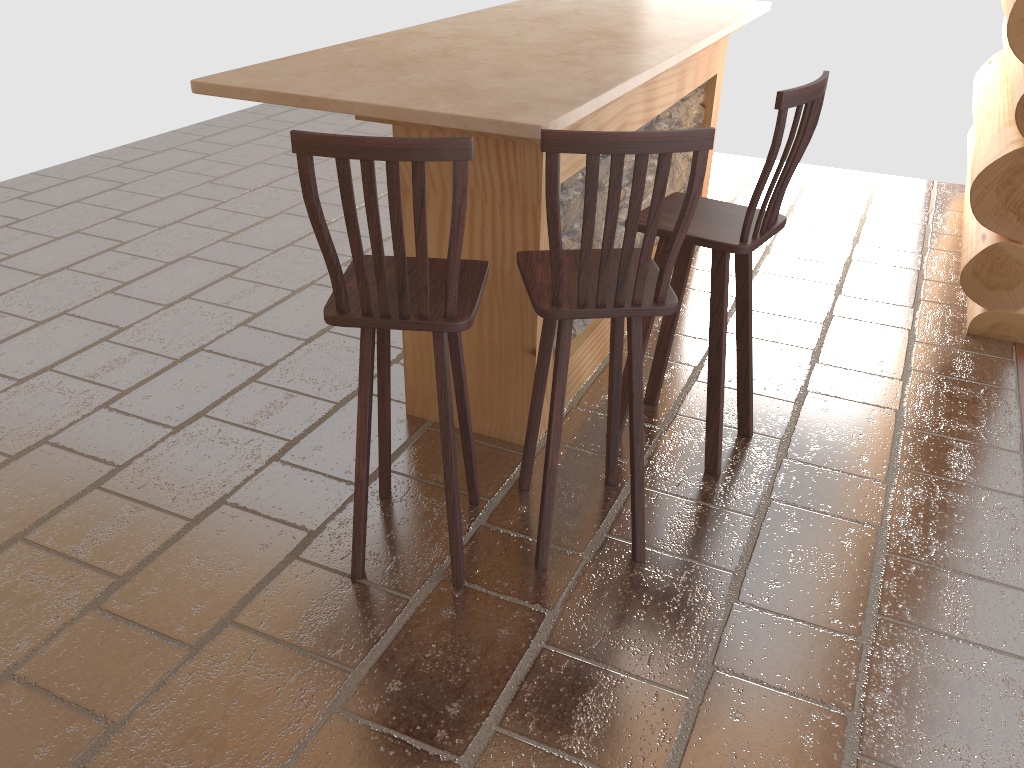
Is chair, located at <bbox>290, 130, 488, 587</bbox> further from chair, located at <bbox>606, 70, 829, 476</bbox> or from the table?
chair, located at <bbox>606, 70, 829, 476</bbox>

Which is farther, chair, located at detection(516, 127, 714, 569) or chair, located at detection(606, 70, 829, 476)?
chair, located at detection(606, 70, 829, 476)

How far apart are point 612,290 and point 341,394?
1.5m

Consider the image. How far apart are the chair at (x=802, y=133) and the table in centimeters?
27cm

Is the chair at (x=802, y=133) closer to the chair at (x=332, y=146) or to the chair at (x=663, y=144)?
the chair at (x=663, y=144)

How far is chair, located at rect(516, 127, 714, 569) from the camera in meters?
2.0 m

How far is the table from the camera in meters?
2.6 m

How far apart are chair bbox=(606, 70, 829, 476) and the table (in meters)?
0.27

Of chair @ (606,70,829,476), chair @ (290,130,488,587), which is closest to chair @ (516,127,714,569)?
chair @ (290,130,488,587)

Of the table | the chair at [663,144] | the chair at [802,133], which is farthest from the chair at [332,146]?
the chair at [802,133]
